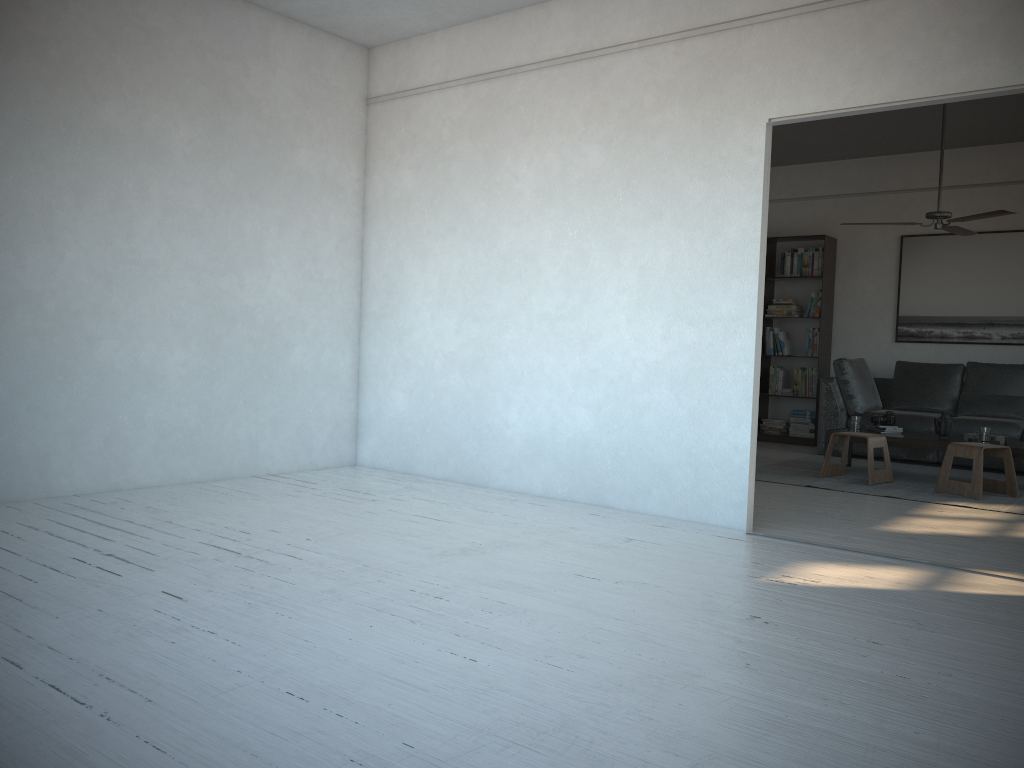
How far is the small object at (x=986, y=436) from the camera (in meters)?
6.18

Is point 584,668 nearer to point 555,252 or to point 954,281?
point 555,252

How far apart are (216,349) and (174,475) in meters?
0.8 m

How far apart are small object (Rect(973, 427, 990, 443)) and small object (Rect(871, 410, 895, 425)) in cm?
73

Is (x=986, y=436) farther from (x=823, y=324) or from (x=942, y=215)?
(x=823, y=324)

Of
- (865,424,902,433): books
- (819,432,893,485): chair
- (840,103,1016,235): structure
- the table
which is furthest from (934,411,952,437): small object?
(840,103,1016,235): structure

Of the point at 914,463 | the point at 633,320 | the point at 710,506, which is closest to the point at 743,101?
the point at 633,320

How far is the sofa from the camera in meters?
7.4

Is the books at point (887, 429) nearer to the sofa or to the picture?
the sofa

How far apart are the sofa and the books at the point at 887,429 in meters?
0.8 m
